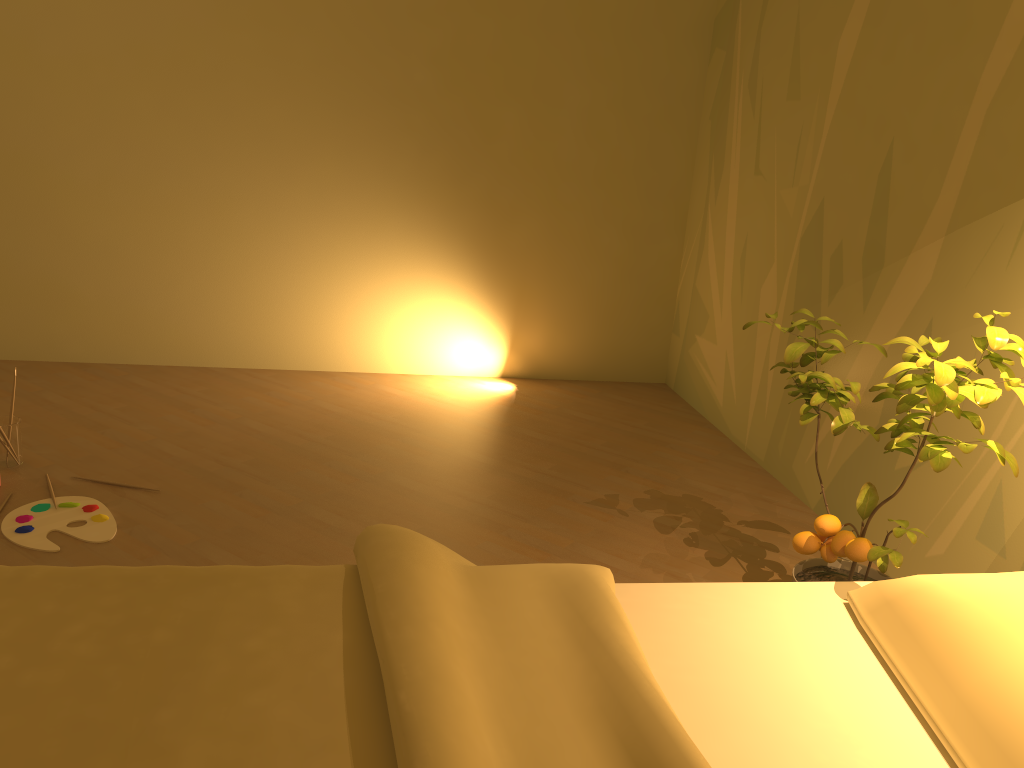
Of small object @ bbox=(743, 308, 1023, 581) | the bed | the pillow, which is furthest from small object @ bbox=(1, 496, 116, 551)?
the pillow

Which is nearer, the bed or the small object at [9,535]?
the bed

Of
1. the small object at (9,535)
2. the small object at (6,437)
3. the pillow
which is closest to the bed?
the pillow

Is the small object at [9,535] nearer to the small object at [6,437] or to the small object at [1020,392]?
the small object at [6,437]

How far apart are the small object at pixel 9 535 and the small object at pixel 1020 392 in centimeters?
187cm

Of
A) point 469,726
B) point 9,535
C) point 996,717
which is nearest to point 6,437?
point 9,535

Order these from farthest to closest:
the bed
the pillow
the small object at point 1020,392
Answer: the small object at point 1020,392 → the pillow → the bed

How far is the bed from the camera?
1.1 meters

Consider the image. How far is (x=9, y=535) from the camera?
2.5 meters

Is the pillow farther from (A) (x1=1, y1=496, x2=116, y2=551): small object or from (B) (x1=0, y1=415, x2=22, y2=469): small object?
(B) (x1=0, y1=415, x2=22, y2=469): small object
